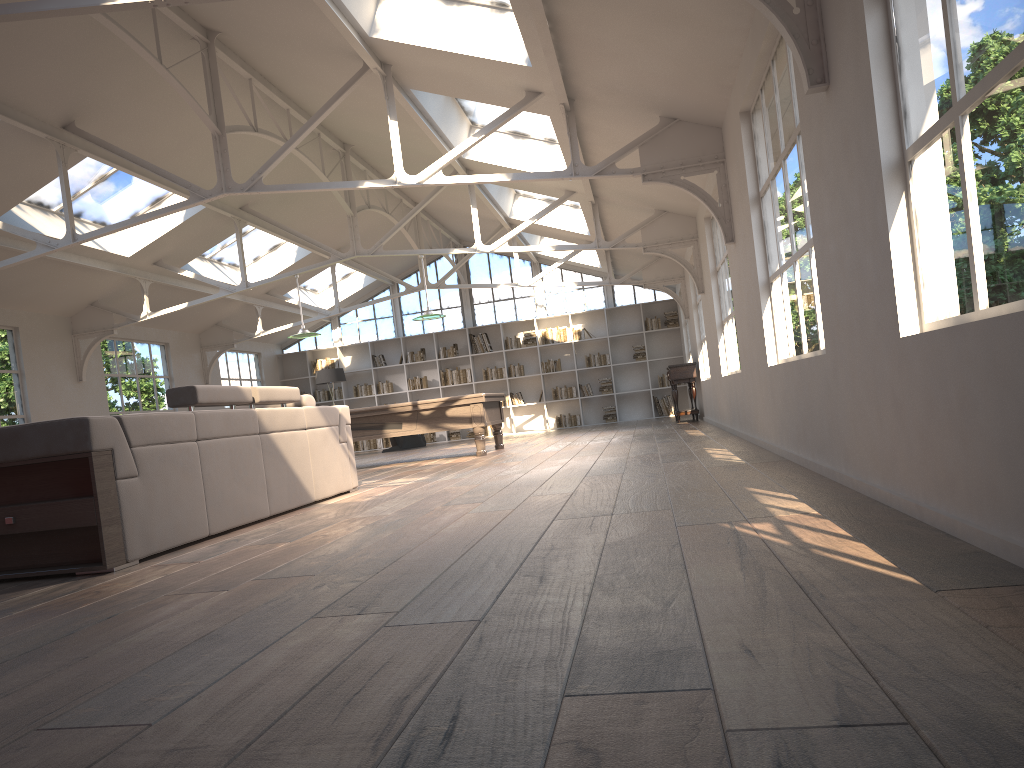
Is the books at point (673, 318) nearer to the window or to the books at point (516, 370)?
the window

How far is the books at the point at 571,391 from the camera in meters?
18.3 m

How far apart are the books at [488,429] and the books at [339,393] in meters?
3.3 m

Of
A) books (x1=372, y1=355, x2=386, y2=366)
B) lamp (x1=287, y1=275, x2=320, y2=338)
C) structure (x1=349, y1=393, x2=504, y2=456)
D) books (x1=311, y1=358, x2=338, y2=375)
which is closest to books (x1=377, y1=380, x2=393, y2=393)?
books (x1=372, y1=355, x2=386, y2=366)

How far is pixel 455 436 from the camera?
18.6 meters

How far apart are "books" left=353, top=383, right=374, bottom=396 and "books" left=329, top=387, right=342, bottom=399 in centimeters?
38cm

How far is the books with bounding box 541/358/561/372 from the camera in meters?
18.3

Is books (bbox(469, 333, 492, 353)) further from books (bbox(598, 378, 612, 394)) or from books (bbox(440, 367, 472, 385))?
books (bbox(598, 378, 612, 394))

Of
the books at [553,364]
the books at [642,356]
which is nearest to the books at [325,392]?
the books at [553,364]

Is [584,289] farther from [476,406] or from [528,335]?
[476,406]
